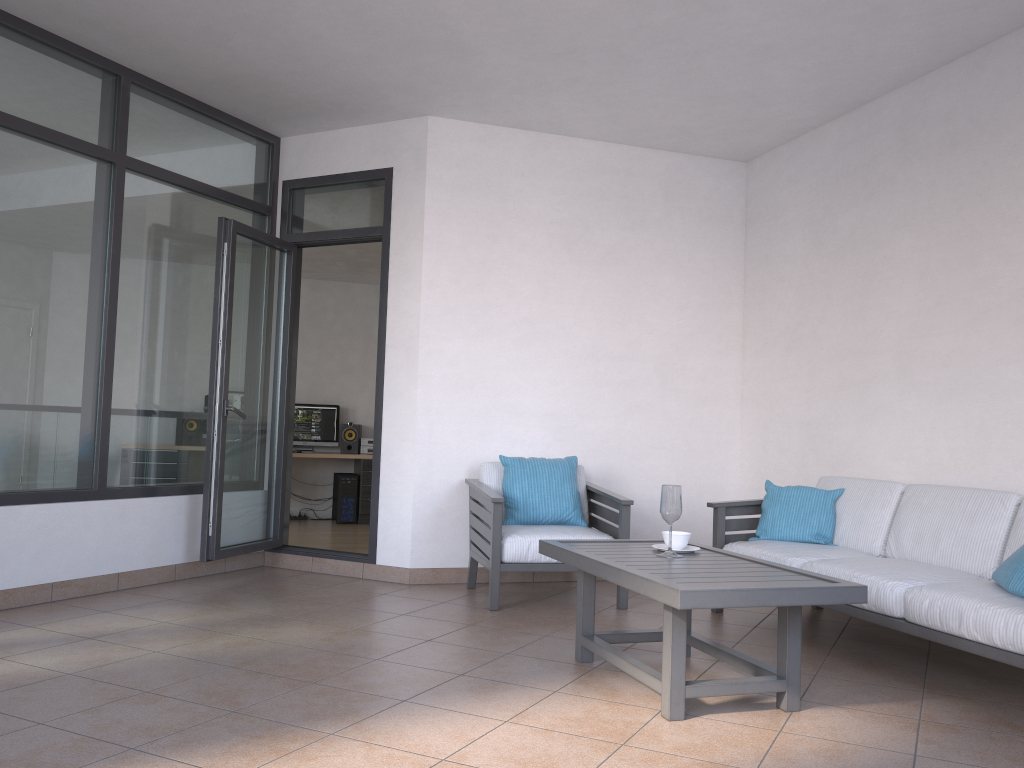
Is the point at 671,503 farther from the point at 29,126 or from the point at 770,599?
the point at 29,126

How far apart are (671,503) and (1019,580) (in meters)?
1.27

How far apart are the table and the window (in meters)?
2.53

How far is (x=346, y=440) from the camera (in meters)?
9.83

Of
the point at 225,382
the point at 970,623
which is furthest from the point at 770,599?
the point at 225,382

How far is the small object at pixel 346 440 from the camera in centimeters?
983cm

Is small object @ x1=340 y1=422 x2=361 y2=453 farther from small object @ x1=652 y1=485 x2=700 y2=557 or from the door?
small object @ x1=652 y1=485 x2=700 y2=557

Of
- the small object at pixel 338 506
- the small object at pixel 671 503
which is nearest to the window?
the small object at pixel 671 503

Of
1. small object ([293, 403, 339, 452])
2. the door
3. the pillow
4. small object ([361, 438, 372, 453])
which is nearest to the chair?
the door

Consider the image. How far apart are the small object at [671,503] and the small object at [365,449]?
6.4 meters
